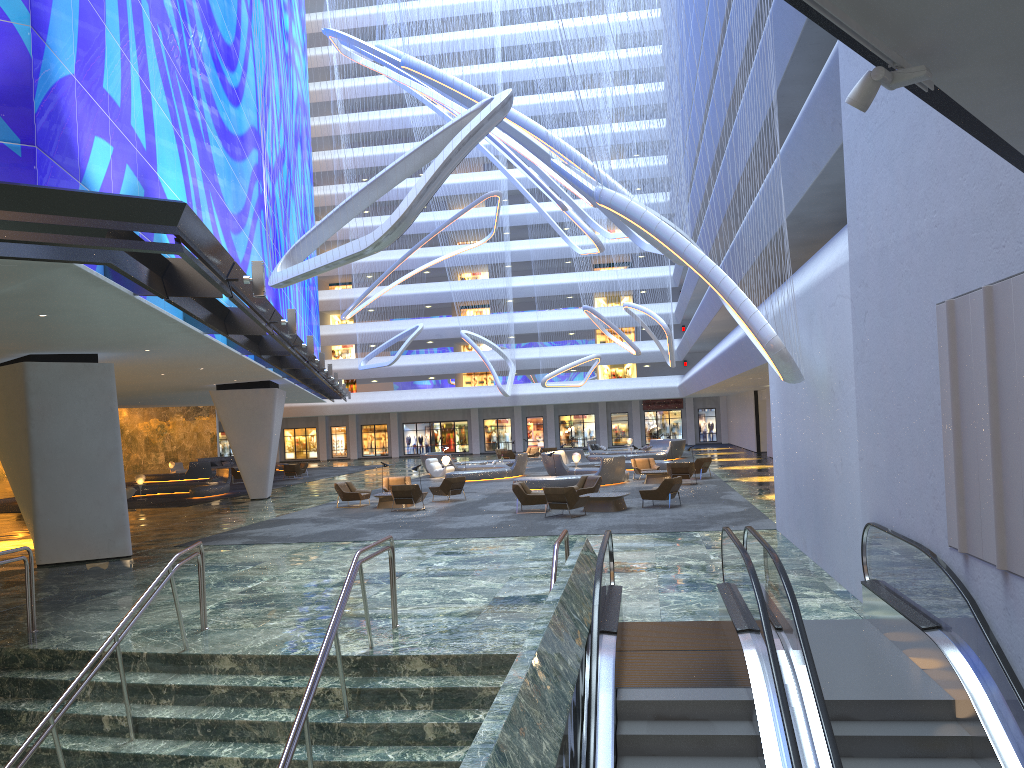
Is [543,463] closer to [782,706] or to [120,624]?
[120,624]

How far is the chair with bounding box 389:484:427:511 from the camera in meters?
A: 24.6

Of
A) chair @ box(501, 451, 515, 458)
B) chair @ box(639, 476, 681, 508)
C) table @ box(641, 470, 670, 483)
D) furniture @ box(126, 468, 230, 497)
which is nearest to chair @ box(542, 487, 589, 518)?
chair @ box(639, 476, 681, 508)

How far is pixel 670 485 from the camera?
22.24m

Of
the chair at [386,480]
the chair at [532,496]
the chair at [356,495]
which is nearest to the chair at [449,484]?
the chair at [386,480]

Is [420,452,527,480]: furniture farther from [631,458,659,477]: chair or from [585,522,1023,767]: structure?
[585,522,1023,767]: structure

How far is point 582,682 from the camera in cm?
612

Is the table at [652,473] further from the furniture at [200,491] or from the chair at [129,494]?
the chair at [129,494]

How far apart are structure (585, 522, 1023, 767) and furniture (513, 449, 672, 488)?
19.6 meters

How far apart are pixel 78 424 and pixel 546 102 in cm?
1191
